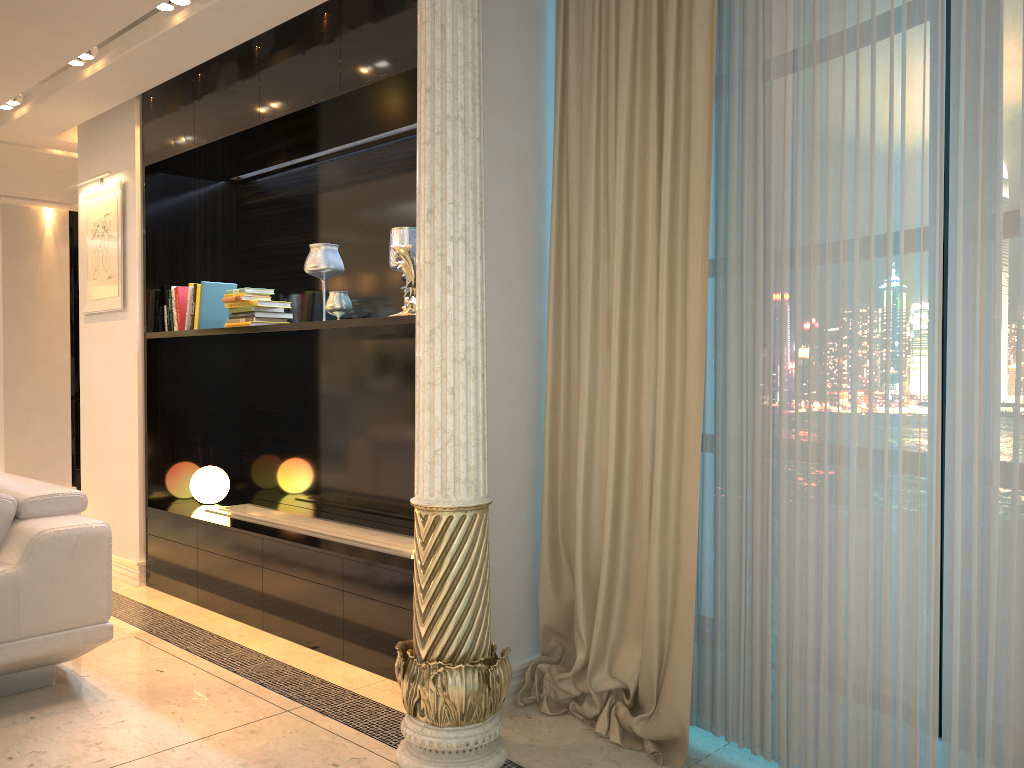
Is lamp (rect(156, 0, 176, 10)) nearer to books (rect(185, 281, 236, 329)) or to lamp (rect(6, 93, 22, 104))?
books (rect(185, 281, 236, 329))

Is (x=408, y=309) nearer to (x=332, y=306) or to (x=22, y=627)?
(x=332, y=306)

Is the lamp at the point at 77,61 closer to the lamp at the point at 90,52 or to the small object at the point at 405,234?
the lamp at the point at 90,52

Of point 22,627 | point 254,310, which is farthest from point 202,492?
point 22,627

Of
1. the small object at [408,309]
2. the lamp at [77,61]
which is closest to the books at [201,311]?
the lamp at [77,61]

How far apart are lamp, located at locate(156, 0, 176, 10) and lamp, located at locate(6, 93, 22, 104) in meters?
1.8 m

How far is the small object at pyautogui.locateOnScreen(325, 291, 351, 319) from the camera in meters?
4.0

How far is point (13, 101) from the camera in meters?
4.9 m

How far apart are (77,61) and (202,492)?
2.3 meters

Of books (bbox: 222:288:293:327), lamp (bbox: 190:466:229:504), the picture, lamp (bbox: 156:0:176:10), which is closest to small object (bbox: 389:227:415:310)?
books (bbox: 222:288:293:327)
